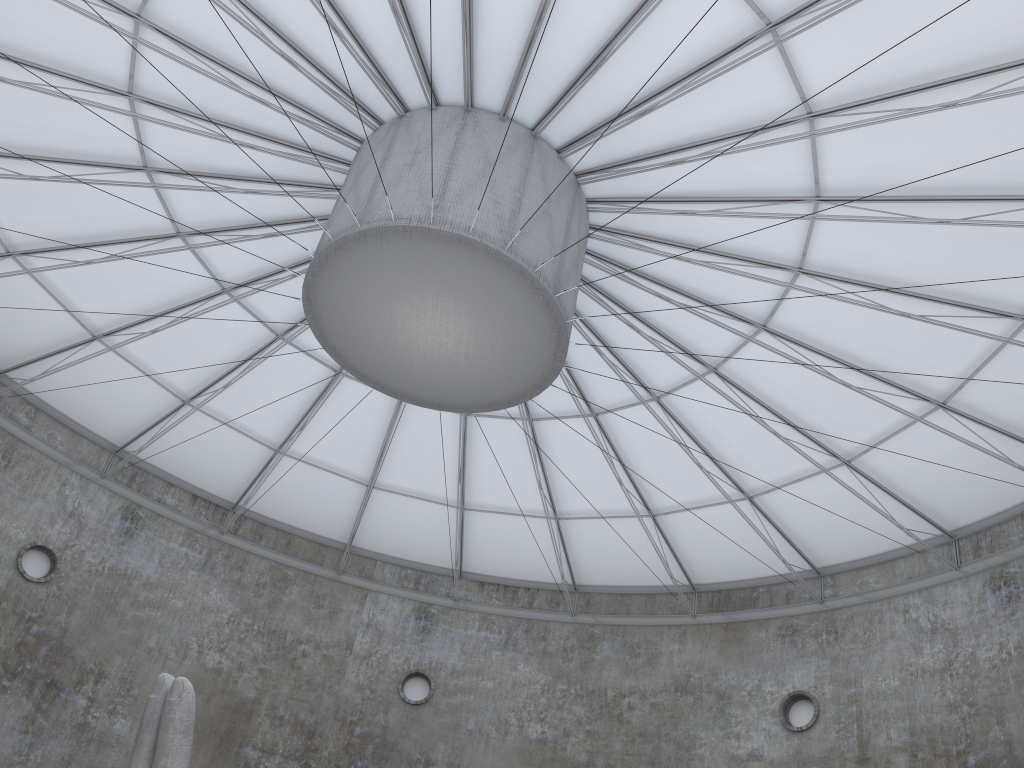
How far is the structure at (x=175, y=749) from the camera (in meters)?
14.70

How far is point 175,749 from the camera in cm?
1470

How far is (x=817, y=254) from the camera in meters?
23.6 m

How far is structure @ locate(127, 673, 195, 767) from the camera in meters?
14.7
